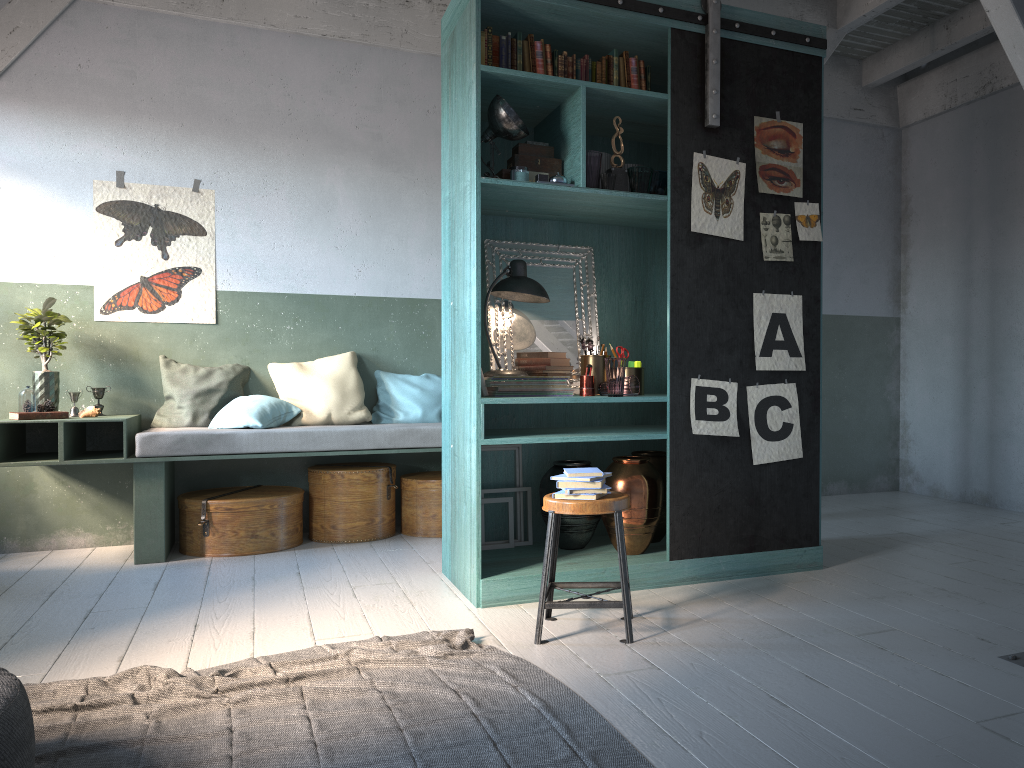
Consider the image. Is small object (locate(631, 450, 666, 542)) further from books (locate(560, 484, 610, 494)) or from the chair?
books (locate(560, 484, 610, 494))

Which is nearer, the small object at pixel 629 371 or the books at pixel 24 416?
the small object at pixel 629 371

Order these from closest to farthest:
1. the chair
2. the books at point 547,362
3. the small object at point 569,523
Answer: the chair → the books at point 547,362 → the small object at point 569,523

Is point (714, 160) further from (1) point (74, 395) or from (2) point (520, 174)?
(1) point (74, 395)

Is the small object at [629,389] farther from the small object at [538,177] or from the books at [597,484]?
the small object at [538,177]

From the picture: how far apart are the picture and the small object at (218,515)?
1.3m

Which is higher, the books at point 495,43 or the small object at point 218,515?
the books at point 495,43

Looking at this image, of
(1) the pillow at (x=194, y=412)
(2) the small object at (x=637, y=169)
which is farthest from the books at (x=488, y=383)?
(1) the pillow at (x=194, y=412)

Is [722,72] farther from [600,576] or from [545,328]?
[600,576]

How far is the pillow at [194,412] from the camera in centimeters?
656cm
